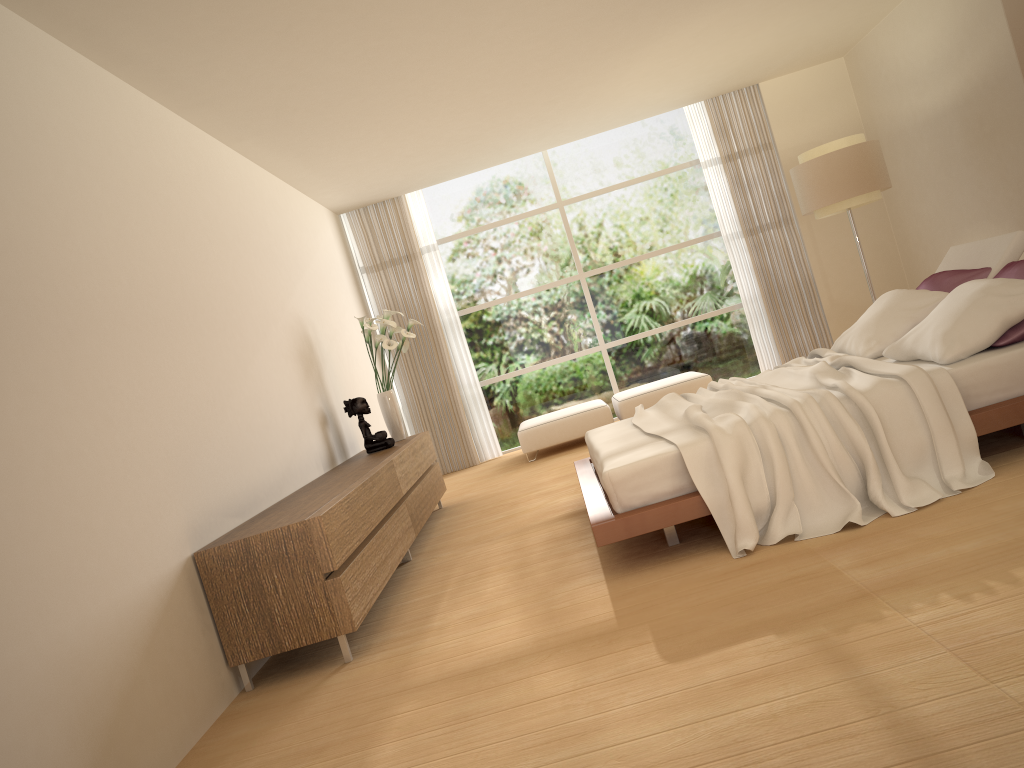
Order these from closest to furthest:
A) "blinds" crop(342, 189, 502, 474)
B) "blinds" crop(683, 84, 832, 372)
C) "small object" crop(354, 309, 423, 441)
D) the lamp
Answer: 1. "small object" crop(354, 309, 423, 441)
2. the lamp
3. "blinds" crop(683, 84, 832, 372)
4. "blinds" crop(342, 189, 502, 474)

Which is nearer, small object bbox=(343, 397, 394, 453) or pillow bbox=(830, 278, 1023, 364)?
pillow bbox=(830, 278, 1023, 364)

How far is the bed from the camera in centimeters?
377cm

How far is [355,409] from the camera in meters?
6.8 m

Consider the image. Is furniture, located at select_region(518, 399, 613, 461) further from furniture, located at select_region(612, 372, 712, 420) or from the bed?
the bed

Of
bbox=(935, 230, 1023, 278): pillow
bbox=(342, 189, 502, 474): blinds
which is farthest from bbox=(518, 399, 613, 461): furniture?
bbox=(935, 230, 1023, 278): pillow

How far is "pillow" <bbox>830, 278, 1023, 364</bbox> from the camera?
4.05m

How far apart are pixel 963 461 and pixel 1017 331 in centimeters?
75cm

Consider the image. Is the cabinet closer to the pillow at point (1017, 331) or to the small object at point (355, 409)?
the small object at point (355, 409)

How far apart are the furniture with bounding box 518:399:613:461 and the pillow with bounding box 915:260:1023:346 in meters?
3.7 m
